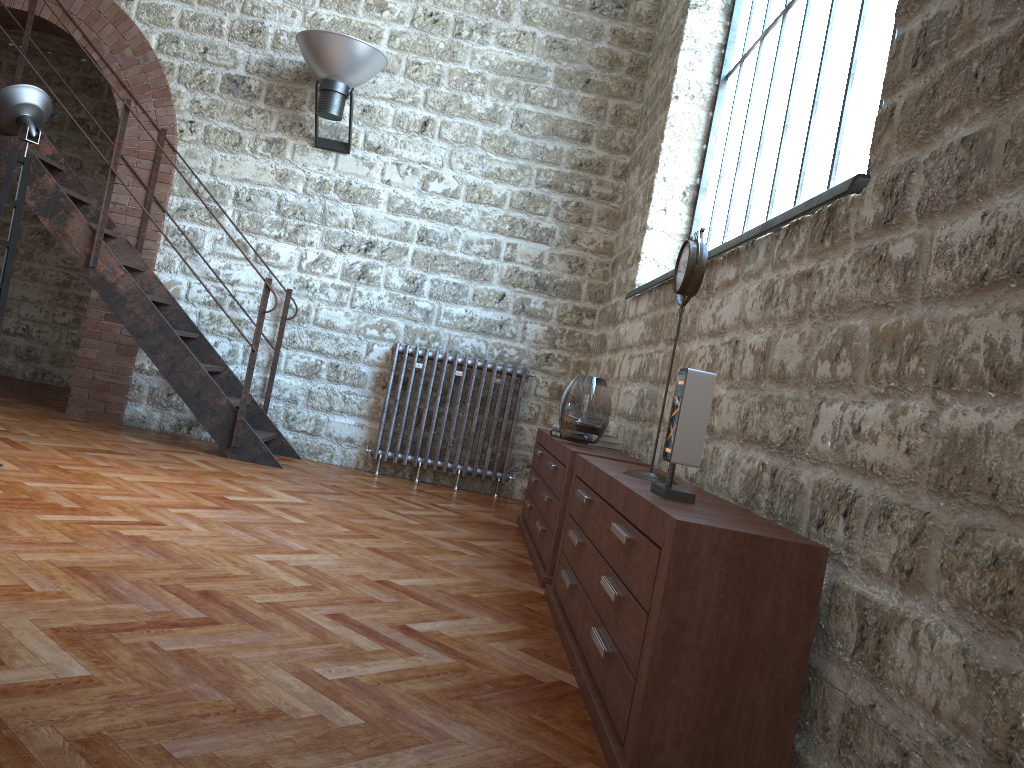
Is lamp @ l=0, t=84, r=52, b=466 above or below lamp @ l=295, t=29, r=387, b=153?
below

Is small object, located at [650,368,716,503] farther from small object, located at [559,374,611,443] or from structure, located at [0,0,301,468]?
structure, located at [0,0,301,468]

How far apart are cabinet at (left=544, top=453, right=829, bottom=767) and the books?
1.1m

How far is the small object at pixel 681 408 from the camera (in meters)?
2.39

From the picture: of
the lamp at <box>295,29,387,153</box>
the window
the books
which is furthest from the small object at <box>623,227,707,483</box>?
the lamp at <box>295,29,387,153</box>

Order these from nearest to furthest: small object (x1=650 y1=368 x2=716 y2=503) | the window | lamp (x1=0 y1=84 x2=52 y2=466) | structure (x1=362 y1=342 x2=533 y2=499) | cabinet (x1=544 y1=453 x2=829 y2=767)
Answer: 1. cabinet (x1=544 y1=453 x2=829 y2=767)
2. small object (x1=650 y1=368 x2=716 y2=503)
3. the window
4. lamp (x1=0 y1=84 x2=52 y2=466)
5. structure (x1=362 y1=342 x2=533 y2=499)

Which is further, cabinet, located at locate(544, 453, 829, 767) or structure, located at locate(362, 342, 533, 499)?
structure, located at locate(362, 342, 533, 499)

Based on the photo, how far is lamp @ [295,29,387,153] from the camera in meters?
5.9 m

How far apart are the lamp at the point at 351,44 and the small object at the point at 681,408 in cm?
443

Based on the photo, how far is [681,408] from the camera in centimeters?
239cm
